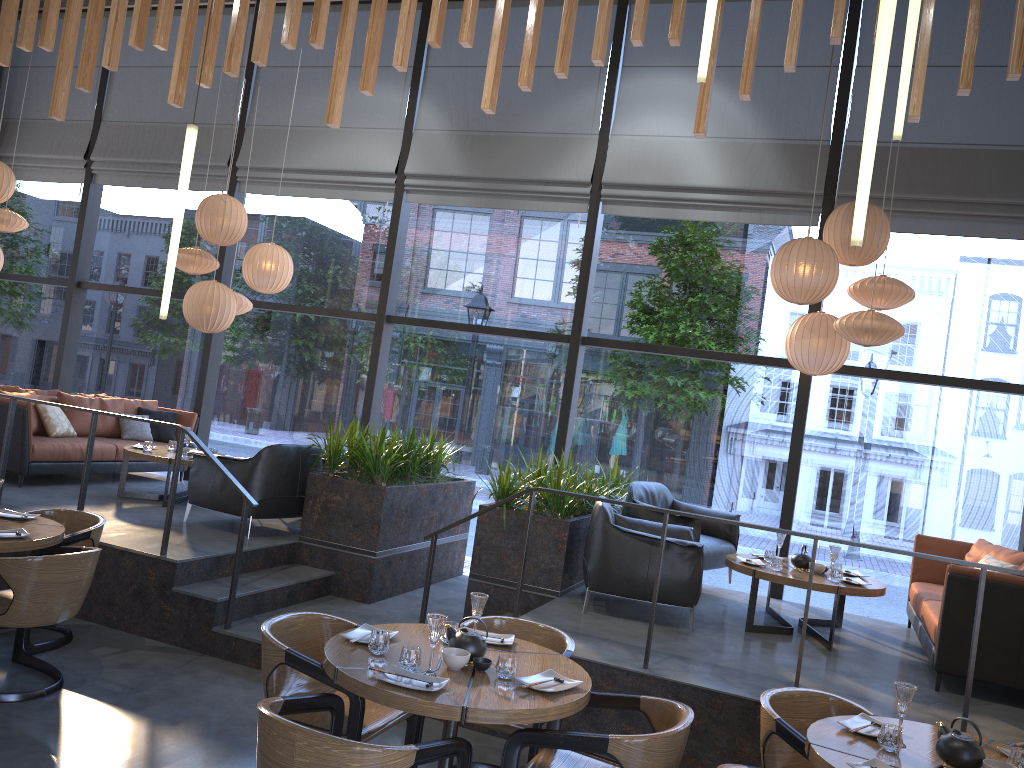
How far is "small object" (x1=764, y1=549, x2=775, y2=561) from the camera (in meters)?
6.45

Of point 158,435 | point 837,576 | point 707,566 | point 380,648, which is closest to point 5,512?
point 380,648

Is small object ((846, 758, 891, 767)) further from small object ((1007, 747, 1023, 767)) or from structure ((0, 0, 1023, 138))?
structure ((0, 0, 1023, 138))

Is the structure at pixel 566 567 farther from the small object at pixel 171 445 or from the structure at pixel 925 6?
the structure at pixel 925 6

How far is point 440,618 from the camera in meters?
3.4

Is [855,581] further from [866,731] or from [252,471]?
[252,471]

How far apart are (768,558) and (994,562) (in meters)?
1.56

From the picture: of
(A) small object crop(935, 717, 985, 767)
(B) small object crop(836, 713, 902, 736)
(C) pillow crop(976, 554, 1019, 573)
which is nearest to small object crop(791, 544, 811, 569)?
(C) pillow crop(976, 554, 1019, 573)

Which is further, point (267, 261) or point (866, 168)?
point (267, 261)

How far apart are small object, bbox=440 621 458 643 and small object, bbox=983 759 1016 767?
2.1m
